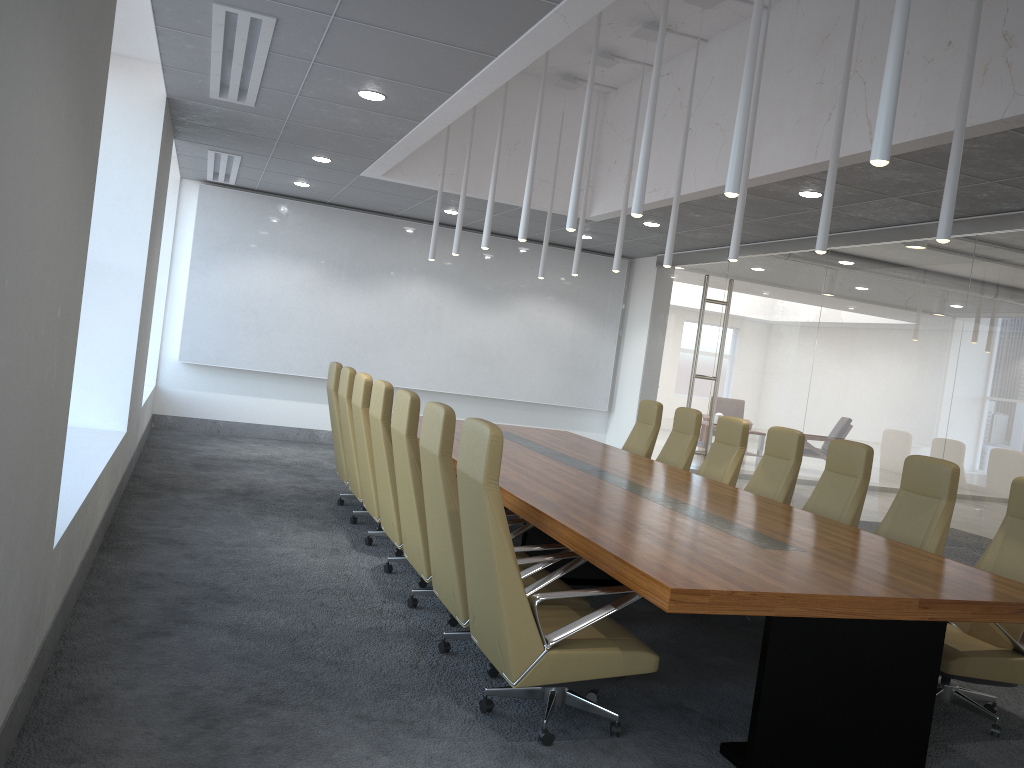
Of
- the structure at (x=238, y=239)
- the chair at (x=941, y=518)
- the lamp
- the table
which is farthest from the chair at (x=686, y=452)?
the structure at (x=238, y=239)

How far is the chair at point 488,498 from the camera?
3.9m

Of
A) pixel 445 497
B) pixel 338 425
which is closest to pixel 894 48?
pixel 445 497

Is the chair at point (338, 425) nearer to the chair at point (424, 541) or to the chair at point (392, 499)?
the chair at point (392, 499)

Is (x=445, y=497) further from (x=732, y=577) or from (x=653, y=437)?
(x=653, y=437)

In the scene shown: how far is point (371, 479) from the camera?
6.9m

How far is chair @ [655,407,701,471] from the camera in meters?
8.8

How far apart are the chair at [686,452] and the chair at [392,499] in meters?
3.4

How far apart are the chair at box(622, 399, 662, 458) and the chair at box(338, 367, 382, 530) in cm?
323

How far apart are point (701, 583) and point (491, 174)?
7.59m
